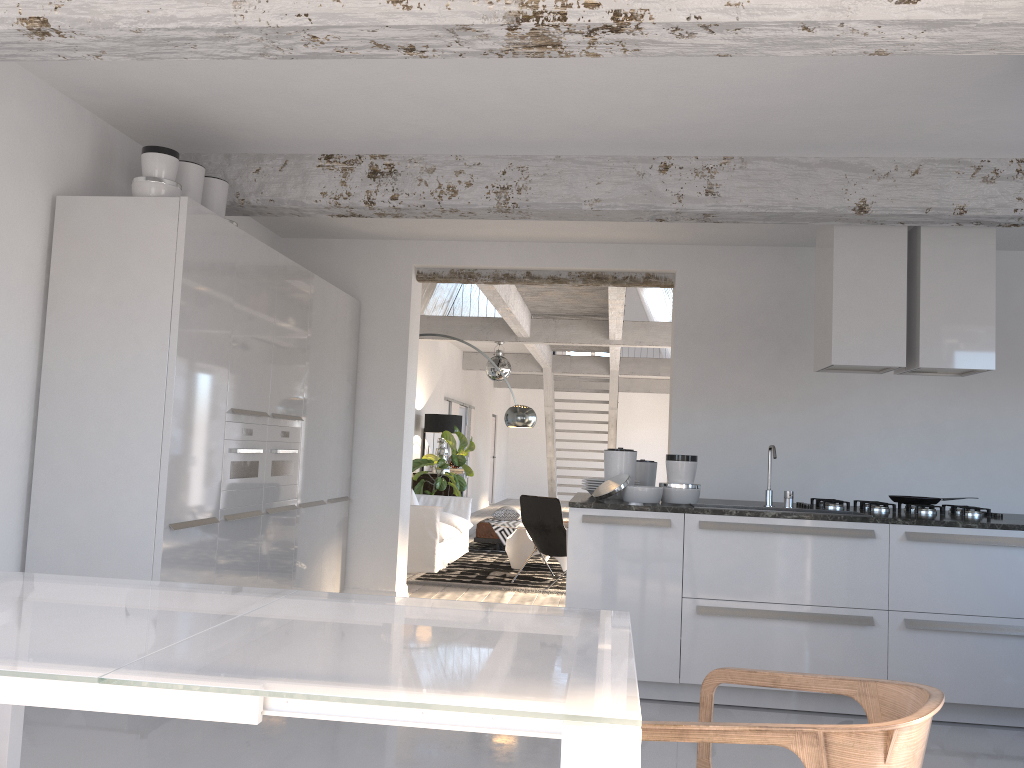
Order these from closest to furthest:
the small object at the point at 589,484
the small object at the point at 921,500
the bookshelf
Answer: the small object at the point at 921,500
the small object at the point at 589,484
the bookshelf

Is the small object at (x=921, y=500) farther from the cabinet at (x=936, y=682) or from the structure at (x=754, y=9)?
the structure at (x=754, y=9)

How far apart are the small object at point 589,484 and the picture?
7.4 meters

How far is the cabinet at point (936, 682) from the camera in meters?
4.3 m

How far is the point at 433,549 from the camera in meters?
8.7 m

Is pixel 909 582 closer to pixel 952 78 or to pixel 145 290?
pixel 952 78

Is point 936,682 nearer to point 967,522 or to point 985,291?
point 967,522

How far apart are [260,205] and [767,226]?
3.45m

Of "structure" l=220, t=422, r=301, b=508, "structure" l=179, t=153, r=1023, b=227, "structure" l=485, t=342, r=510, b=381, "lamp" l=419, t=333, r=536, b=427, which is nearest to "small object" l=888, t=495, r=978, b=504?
"structure" l=179, t=153, r=1023, b=227

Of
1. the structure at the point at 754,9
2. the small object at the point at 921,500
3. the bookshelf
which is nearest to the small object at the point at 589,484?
the small object at the point at 921,500
